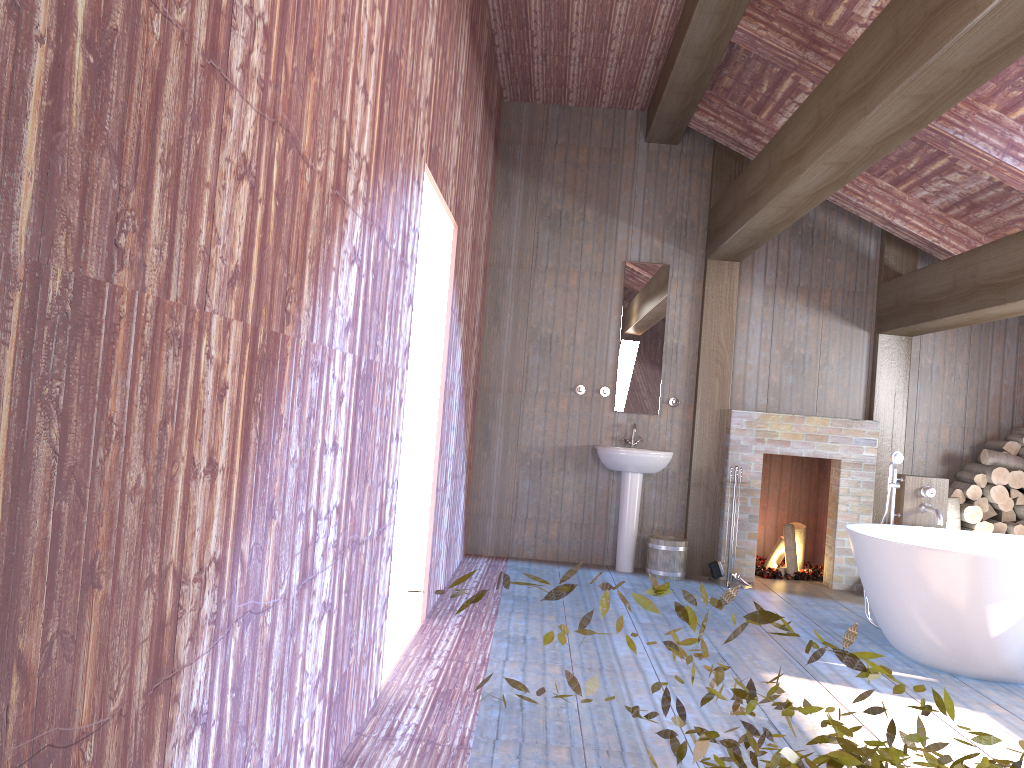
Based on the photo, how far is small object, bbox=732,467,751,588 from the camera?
6.5 meters

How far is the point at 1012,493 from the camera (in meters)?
6.51

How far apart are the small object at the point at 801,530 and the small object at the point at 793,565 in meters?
0.1 m

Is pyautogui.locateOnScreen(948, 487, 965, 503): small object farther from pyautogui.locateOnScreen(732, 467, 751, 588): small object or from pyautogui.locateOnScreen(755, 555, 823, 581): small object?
pyautogui.locateOnScreen(732, 467, 751, 588): small object

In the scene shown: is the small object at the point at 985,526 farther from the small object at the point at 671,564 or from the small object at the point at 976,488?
the small object at the point at 671,564

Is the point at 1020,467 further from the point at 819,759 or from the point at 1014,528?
the point at 819,759

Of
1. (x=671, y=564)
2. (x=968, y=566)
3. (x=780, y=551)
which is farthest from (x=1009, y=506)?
(x=968, y=566)

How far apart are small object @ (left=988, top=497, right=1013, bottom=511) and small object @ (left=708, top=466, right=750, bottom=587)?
2.1 meters

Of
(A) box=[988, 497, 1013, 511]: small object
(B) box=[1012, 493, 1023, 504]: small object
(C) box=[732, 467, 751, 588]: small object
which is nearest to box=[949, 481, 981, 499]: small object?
(A) box=[988, 497, 1013, 511]: small object

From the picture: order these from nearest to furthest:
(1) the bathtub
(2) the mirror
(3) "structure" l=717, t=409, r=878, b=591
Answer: (1) the bathtub
(3) "structure" l=717, t=409, r=878, b=591
(2) the mirror
